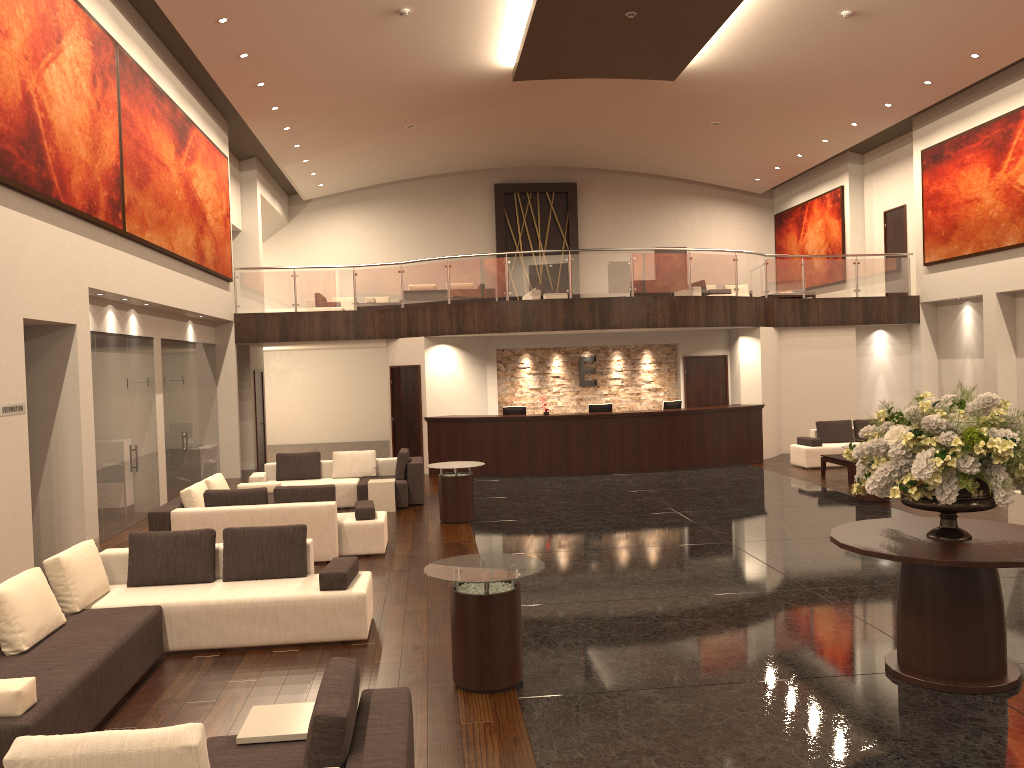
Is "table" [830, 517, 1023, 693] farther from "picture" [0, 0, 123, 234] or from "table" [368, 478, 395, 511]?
"table" [368, 478, 395, 511]

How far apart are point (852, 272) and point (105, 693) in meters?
18.1 m

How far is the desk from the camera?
17.2m

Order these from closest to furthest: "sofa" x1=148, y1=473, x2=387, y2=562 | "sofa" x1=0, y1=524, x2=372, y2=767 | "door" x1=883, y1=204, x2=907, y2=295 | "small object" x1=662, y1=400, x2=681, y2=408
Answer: "sofa" x1=0, y1=524, x2=372, y2=767
"sofa" x1=148, y1=473, x2=387, y2=562
"small object" x1=662, y1=400, x2=681, y2=408
"door" x1=883, y1=204, x2=907, y2=295

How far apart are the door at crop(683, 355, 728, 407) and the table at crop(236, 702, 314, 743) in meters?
15.7

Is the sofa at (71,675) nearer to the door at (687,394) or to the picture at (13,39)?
the picture at (13,39)

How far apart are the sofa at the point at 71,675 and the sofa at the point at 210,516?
2.2m

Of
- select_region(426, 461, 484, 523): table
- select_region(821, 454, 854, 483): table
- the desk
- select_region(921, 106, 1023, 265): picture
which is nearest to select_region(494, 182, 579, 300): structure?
the desk

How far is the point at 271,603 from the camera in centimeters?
696cm

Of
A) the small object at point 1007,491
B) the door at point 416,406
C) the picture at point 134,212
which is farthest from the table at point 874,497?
the picture at point 134,212
